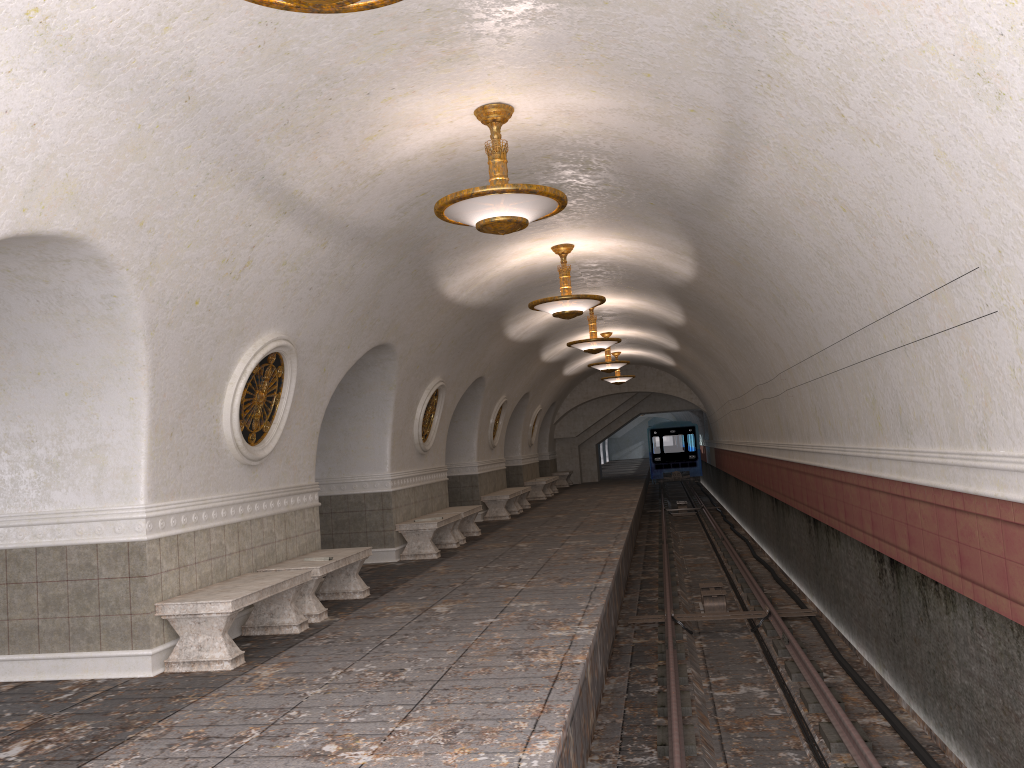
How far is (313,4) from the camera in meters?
3.2 m

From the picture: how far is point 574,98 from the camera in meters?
6.5 m

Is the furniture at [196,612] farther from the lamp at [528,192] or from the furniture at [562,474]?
the furniture at [562,474]

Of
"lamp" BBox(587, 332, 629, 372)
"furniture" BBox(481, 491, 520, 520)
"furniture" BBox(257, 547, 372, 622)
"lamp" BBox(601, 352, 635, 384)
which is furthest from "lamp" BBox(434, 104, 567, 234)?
"lamp" BBox(601, 352, 635, 384)

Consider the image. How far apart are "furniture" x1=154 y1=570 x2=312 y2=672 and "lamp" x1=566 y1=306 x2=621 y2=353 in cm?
892

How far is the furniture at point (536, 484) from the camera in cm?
2415

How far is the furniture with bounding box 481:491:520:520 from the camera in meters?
18.3 m

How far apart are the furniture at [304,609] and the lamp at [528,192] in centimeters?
341cm

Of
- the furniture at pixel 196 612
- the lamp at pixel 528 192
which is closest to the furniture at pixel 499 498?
the furniture at pixel 196 612

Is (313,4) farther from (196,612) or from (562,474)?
(562,474)
